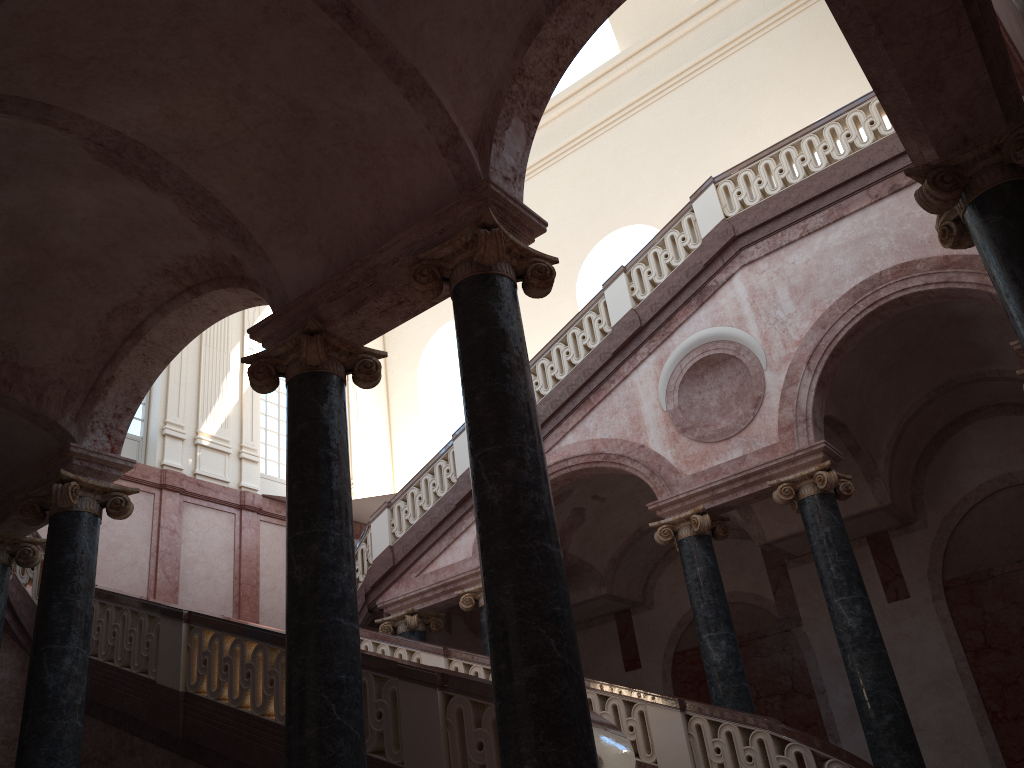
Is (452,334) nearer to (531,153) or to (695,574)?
(531,153)
